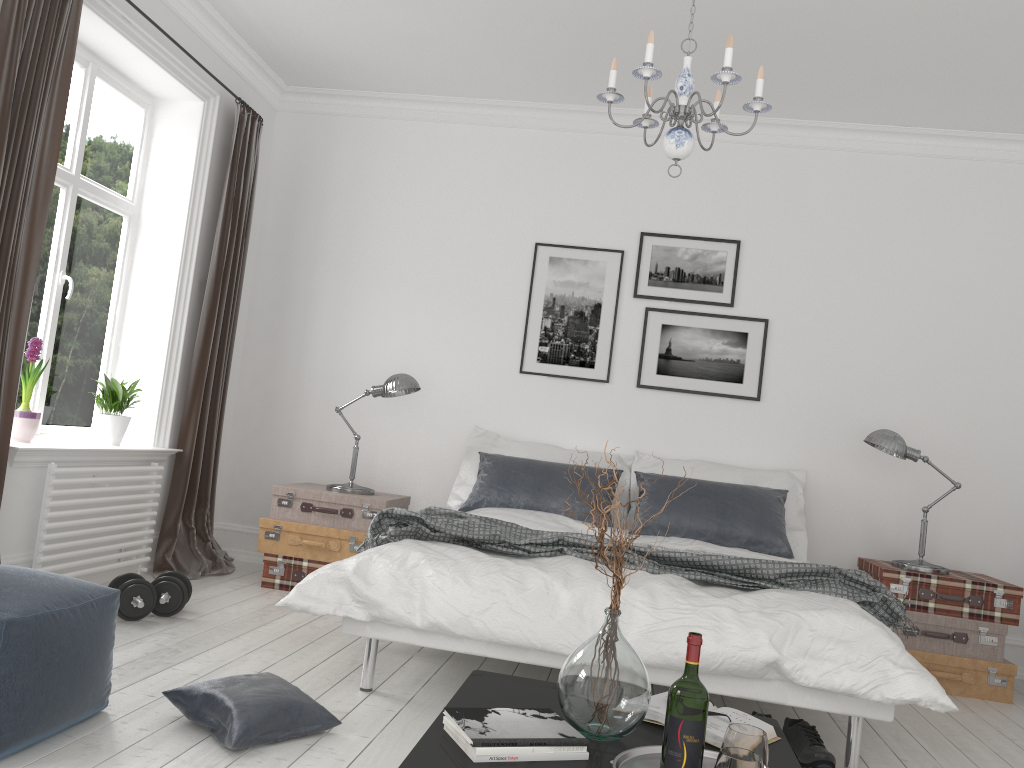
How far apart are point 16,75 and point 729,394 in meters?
3.9

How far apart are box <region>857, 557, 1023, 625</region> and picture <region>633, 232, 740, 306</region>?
1.62m

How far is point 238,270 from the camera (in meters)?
5.25

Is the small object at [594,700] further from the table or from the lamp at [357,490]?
the lamp at [357,490]

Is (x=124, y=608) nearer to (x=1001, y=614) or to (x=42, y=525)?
(x=42, y=525)

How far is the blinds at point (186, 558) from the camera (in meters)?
4.88

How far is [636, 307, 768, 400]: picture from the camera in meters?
5.2

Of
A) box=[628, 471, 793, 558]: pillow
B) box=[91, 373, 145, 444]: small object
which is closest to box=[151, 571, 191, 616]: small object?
box=[91, 373, 145, 444]: small object

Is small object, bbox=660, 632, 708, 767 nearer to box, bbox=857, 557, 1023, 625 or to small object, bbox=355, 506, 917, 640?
small object, bbox=355, 506, 917, 640

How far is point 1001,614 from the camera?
4.3m
